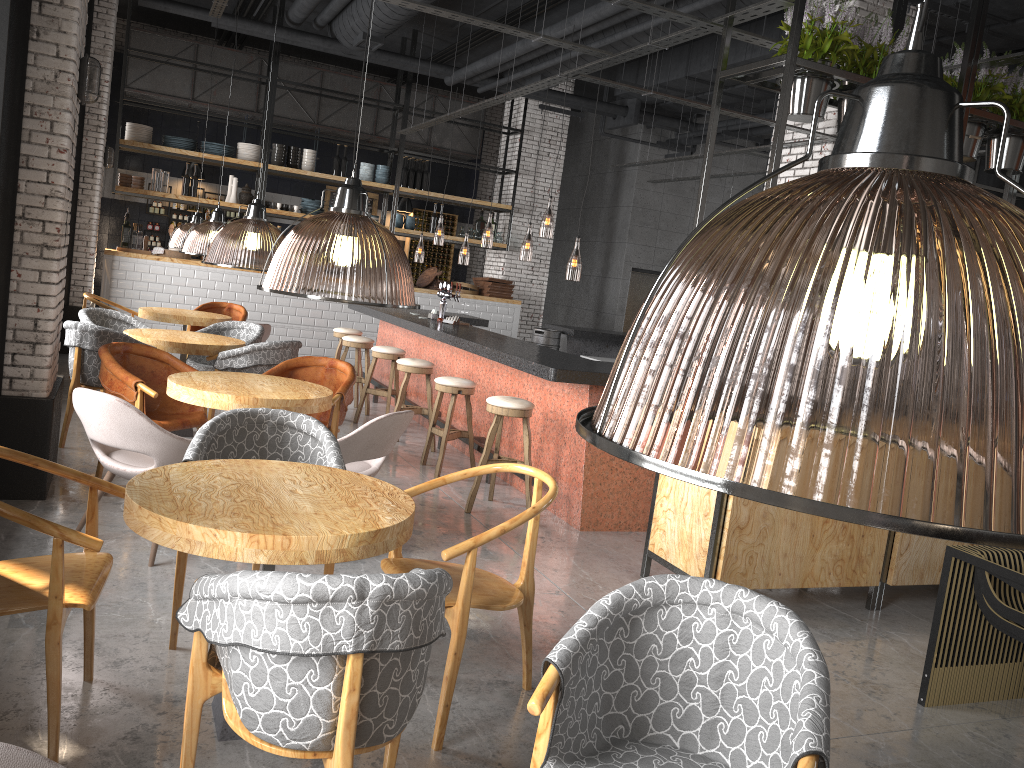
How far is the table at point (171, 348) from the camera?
6.7 meters

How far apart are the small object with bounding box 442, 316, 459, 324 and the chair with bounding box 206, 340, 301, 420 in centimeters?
223cm

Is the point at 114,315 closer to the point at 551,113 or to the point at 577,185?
the point at 551,113

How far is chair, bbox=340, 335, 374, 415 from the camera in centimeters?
923cm

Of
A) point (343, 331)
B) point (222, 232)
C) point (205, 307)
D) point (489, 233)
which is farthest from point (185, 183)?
point (222, 232)

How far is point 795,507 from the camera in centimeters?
64cm

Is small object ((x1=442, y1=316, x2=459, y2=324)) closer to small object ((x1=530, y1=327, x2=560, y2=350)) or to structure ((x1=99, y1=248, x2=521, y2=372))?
small object ((x1=530, y1=327, x2=560, y2=350))

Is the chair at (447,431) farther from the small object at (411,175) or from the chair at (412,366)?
the small object at (411,175)

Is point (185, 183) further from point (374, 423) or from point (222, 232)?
point (374, 423)

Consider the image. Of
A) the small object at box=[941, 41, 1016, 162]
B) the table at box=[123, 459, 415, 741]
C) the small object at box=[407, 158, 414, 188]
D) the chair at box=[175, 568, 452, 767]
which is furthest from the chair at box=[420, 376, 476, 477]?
the small object at box=[407, 158, 414, 188]
